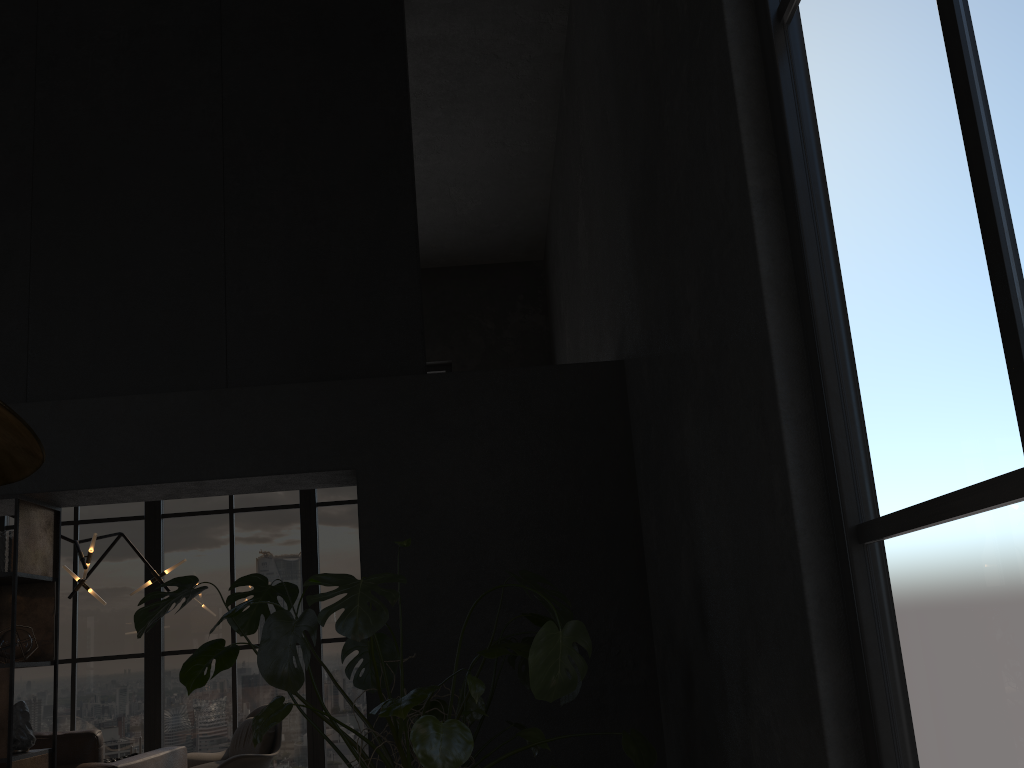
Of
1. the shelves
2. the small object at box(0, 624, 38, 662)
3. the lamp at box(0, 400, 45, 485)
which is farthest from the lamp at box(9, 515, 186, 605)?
the lamp at box(0, 400, 45, 485)

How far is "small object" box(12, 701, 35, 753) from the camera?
4.07m

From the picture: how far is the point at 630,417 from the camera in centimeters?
428cm

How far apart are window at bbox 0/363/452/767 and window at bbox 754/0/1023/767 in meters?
6.7

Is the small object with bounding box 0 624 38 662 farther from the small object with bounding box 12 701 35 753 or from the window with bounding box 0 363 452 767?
the window with bounding box 0 363 452 767

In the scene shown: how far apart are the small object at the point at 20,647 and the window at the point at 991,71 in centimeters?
380cm

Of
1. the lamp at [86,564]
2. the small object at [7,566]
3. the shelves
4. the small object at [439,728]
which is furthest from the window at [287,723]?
the small object at [439,728]

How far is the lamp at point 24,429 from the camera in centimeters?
136cm

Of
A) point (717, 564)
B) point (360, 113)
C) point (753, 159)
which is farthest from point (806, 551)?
point (360, 113)

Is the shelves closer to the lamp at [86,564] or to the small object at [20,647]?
the small object at [20,647]
